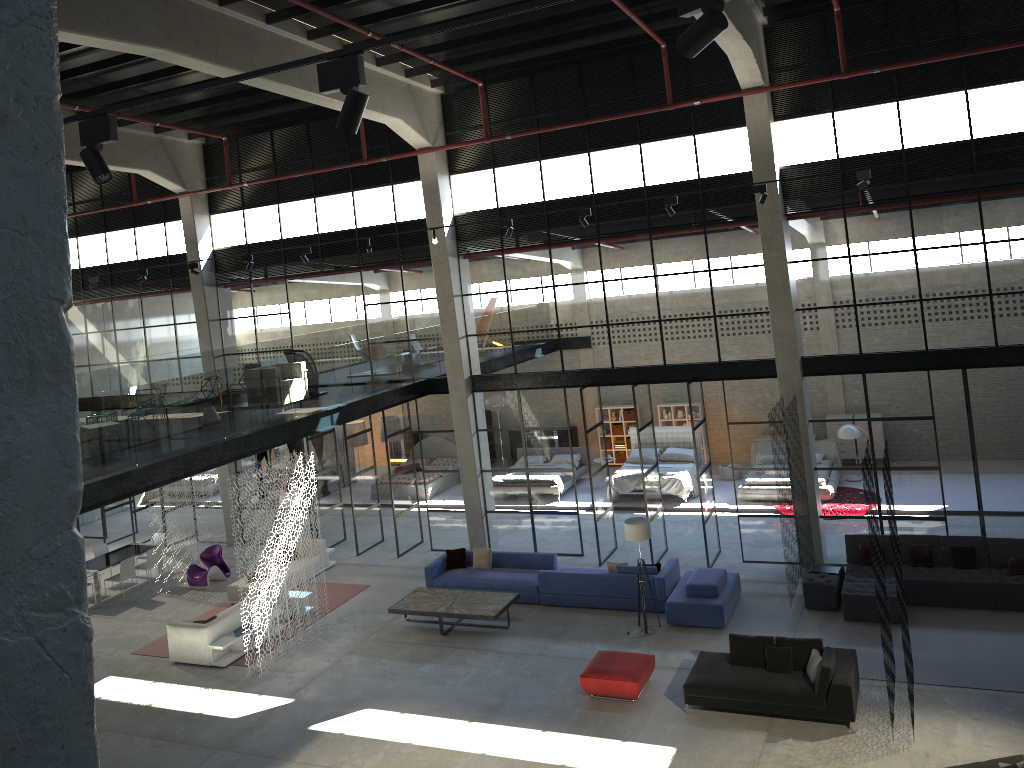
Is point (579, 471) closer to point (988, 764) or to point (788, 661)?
point (788, 661)

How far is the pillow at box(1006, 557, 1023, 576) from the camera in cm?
1409

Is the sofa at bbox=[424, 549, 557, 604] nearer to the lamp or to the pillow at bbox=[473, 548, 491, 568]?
the pillow at bbox=[473, 548, 491, 568]

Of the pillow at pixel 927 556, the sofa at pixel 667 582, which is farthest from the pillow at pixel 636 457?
the pillow at pixel 927 556

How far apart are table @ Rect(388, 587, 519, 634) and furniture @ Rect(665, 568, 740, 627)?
2.8m

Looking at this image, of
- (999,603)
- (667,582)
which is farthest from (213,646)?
(999,603)

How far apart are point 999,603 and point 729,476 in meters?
9.4 m

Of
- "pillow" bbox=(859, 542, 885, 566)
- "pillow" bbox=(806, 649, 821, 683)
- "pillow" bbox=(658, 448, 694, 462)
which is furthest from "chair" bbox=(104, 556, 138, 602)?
"pillow" bbox=(859, 542, 885, 566)

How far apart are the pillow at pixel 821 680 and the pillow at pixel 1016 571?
4.5m

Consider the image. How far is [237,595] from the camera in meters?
18.1
